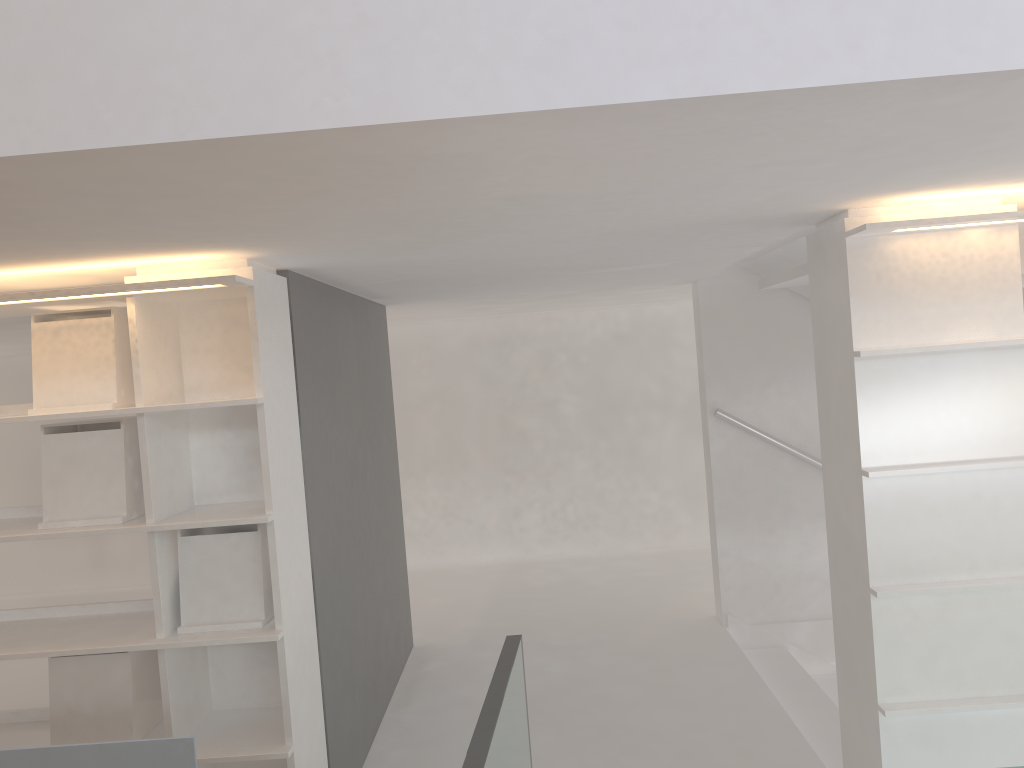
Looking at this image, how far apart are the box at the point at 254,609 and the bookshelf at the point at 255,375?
0.0 meters

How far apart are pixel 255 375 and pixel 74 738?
1.20m

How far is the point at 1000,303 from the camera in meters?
2.4 m

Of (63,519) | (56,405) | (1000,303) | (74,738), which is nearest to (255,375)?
(56,405)

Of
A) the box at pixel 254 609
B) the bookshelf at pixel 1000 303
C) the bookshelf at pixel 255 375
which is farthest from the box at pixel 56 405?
the bookshelf at pixel 1000 303

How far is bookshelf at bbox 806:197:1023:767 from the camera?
2.4m

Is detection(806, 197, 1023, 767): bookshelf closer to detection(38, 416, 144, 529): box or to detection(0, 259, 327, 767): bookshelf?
detection(0, 259, 327, 767): bookshelf

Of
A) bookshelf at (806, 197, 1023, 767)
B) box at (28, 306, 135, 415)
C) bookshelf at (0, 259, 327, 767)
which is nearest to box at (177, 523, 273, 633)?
bookshelf at (0, 259, 327, 767)

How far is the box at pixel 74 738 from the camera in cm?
258

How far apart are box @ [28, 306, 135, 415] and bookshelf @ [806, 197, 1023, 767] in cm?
209
